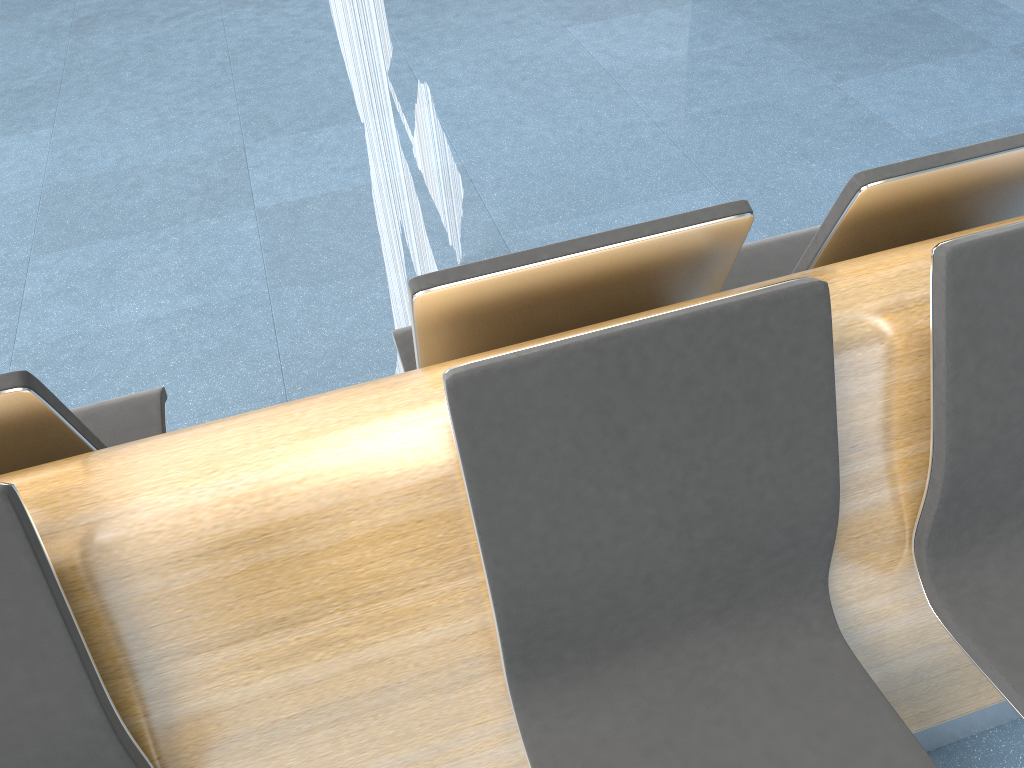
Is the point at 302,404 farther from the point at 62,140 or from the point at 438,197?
the point at 62,140

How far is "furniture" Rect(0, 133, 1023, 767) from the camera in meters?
1.1 m

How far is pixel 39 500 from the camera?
1.1m

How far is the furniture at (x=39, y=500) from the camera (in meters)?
1.06
